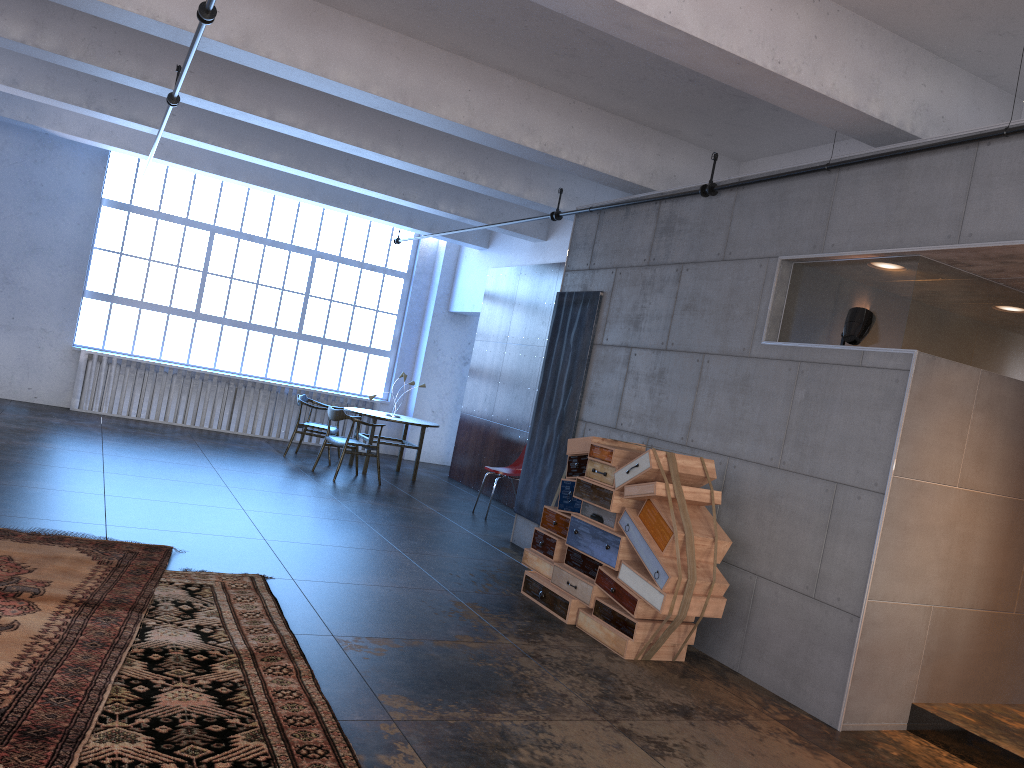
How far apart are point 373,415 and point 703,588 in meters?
7.0

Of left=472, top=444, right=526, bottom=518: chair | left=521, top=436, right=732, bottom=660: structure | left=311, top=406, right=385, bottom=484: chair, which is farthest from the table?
left=521, top=436, right=732, bottom=660: structure

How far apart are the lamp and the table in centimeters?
718cm

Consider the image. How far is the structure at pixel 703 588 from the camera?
5.3m

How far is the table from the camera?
11.6 meters

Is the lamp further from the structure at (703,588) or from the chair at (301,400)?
the chair at (301,400)

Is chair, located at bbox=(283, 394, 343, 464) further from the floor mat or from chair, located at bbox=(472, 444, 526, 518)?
the floor mat

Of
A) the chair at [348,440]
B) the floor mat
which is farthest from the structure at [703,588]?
the chair at [348,440]

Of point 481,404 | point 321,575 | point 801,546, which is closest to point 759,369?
point 801,546

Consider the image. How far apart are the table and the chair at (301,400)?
0.54m
